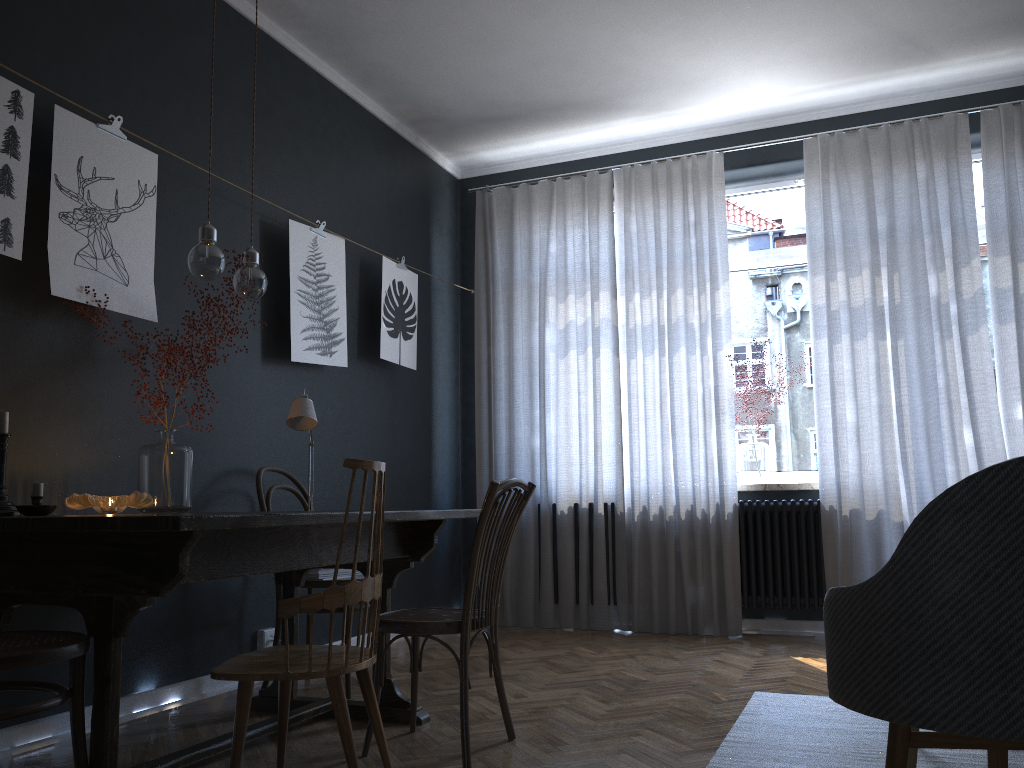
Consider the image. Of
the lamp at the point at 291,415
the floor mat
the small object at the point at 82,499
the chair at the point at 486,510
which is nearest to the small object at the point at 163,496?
the small object at the point at 82,499

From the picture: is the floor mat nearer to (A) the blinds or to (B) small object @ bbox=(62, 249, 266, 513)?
(A) the blinds

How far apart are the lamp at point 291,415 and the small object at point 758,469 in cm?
272

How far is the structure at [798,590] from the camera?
4.8m

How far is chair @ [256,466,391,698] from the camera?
3.49m

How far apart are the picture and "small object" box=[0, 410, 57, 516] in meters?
0.5

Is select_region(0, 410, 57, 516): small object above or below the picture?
below

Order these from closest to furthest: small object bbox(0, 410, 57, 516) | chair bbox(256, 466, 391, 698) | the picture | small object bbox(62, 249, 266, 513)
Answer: small object bbox(0, 410, 57, 516)
the picture
small object bbox(62, 249, 266, 513)
chair bbox(256, 466, 391, 698)

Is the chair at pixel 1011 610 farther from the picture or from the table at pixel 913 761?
the picture

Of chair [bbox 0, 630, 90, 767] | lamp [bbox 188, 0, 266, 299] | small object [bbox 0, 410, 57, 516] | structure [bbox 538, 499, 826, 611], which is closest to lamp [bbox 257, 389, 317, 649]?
lamp [bbox 188, 0, 266, 299]
